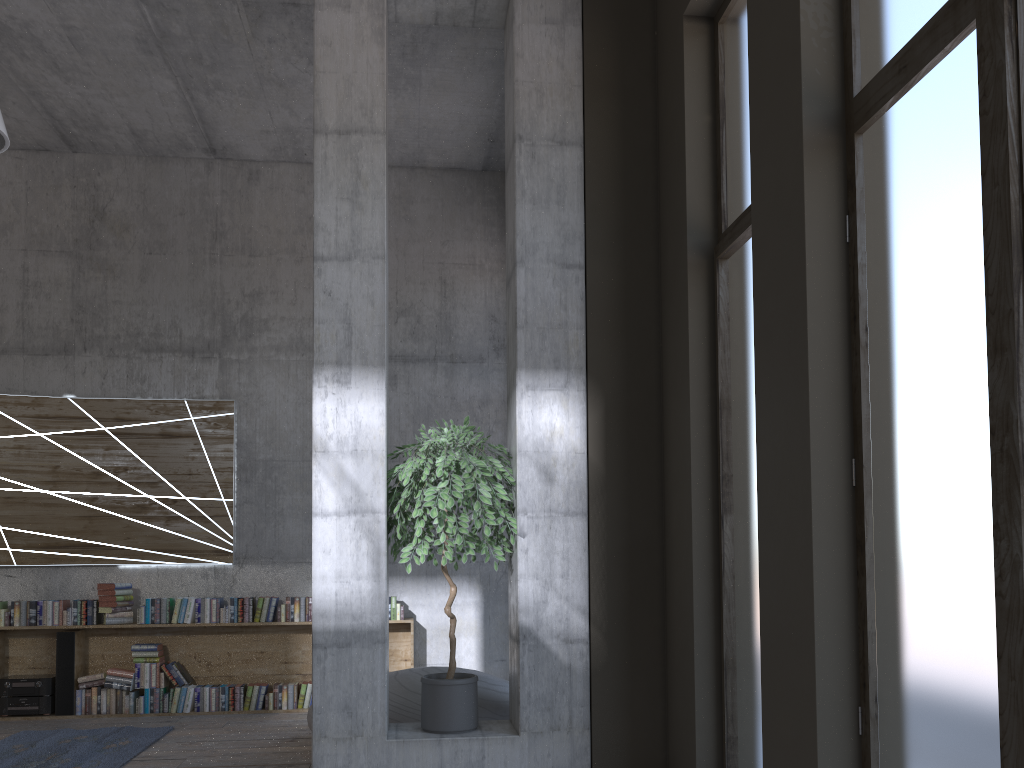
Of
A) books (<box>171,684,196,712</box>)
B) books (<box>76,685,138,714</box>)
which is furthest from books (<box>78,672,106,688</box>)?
books (<box>171,684,196,712</box>)

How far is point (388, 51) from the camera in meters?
6.9

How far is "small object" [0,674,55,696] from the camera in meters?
7.3

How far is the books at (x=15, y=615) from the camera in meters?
7.4

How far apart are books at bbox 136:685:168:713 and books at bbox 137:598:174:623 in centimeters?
58cm

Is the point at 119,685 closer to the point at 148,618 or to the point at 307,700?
the point at 148,618

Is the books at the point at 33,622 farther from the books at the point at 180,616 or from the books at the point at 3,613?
the books at the point at 180,616

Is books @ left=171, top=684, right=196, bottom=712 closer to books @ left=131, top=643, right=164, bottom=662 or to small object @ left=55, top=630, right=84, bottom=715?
books @ left=131, top=643, right=164, bottom=662

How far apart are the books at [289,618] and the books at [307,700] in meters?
0.6

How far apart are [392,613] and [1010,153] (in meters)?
6.42
